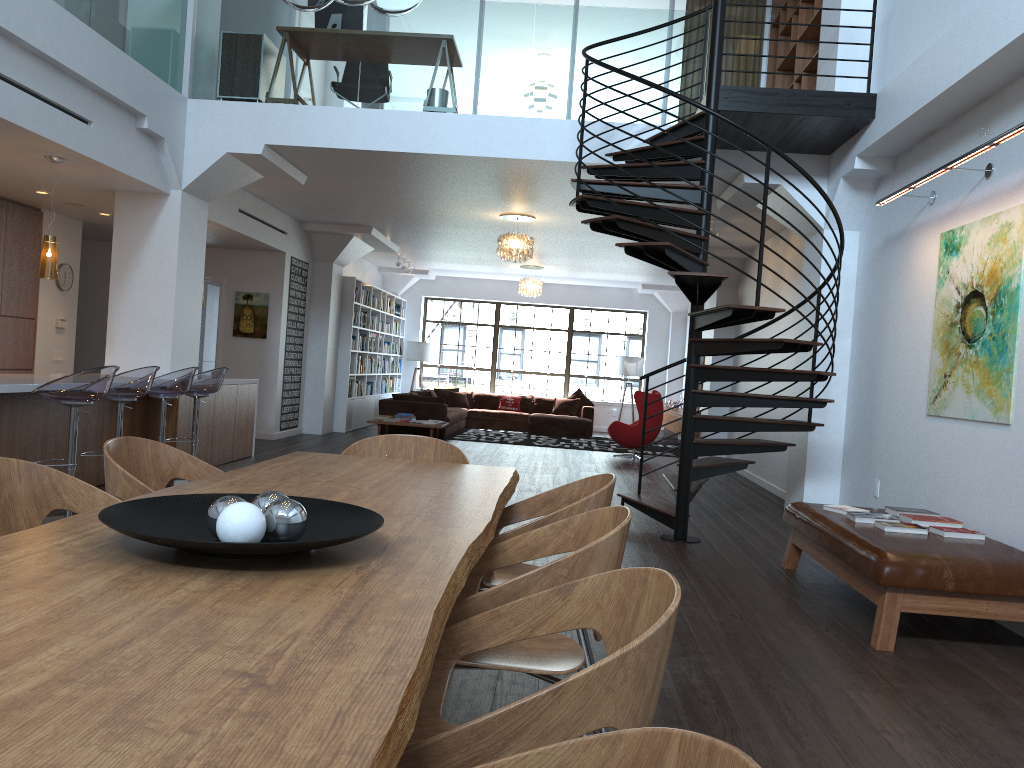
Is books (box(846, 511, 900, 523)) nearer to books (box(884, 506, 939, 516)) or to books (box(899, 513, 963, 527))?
books (box(899, 513, 963, 527))

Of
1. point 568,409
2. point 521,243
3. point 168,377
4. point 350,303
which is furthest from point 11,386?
point 568,409

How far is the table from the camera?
1.0 meters

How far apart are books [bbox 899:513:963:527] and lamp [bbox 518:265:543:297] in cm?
1080

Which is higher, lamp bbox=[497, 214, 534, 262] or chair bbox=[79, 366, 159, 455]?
lamp bbox=[497, 214, 534, 262]

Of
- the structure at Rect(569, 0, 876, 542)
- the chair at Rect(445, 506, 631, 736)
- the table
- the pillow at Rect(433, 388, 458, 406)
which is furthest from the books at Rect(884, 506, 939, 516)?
the pillow at Rect(433, 388, 458, 406)

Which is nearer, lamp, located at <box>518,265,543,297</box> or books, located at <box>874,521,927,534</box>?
books, located at <box>874,521,927,534</box>

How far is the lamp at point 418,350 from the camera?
18.0 meters

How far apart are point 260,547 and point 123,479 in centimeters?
143cm

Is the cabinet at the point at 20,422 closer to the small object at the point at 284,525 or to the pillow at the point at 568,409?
the small object at the point at 284,525
